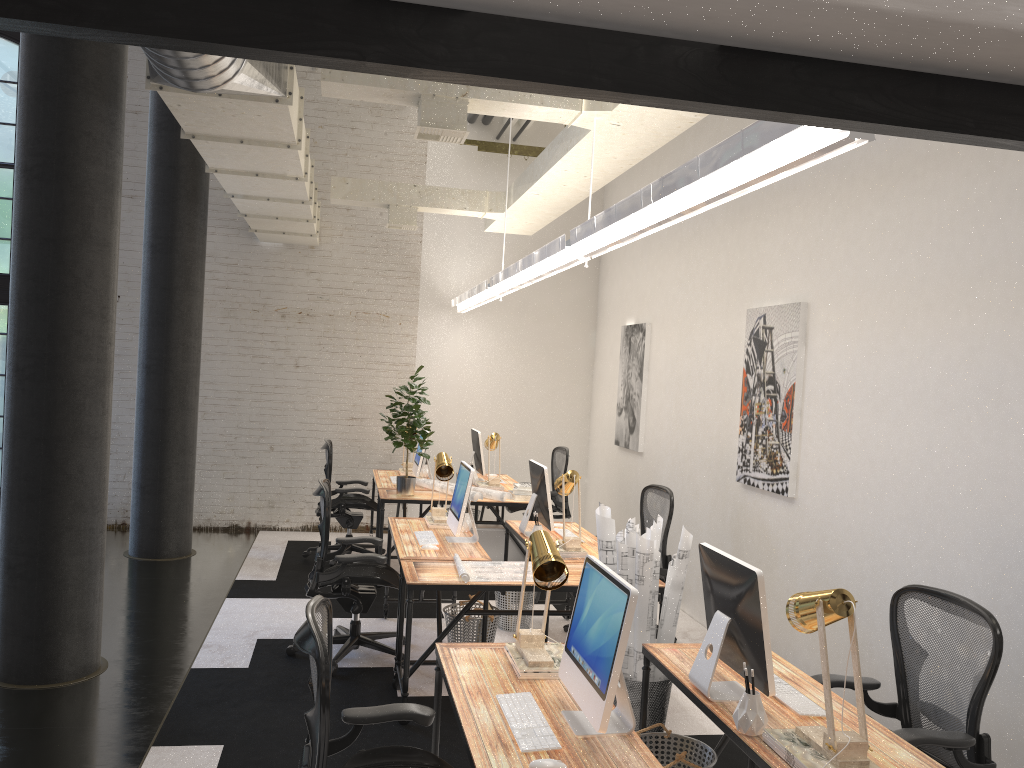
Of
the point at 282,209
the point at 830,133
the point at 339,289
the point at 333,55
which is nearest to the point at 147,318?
the point at 282,209

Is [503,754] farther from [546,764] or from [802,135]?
[802,135]

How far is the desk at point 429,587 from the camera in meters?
4.4

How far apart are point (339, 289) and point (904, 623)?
7.0 meters

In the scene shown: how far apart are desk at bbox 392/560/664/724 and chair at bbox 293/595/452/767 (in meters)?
1.52

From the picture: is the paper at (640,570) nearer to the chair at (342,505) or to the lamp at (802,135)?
the lamp at (802,135)

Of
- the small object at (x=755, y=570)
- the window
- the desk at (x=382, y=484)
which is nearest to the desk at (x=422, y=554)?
the desk at (x=382, y=484)

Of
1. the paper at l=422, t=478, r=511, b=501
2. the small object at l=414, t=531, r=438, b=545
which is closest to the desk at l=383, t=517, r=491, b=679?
the small object at l=414, t=531, r=438, b=545

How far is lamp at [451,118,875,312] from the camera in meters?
2.3

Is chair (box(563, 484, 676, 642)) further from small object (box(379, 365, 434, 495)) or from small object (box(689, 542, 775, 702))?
small object (box(689, 542, 775, 702))
